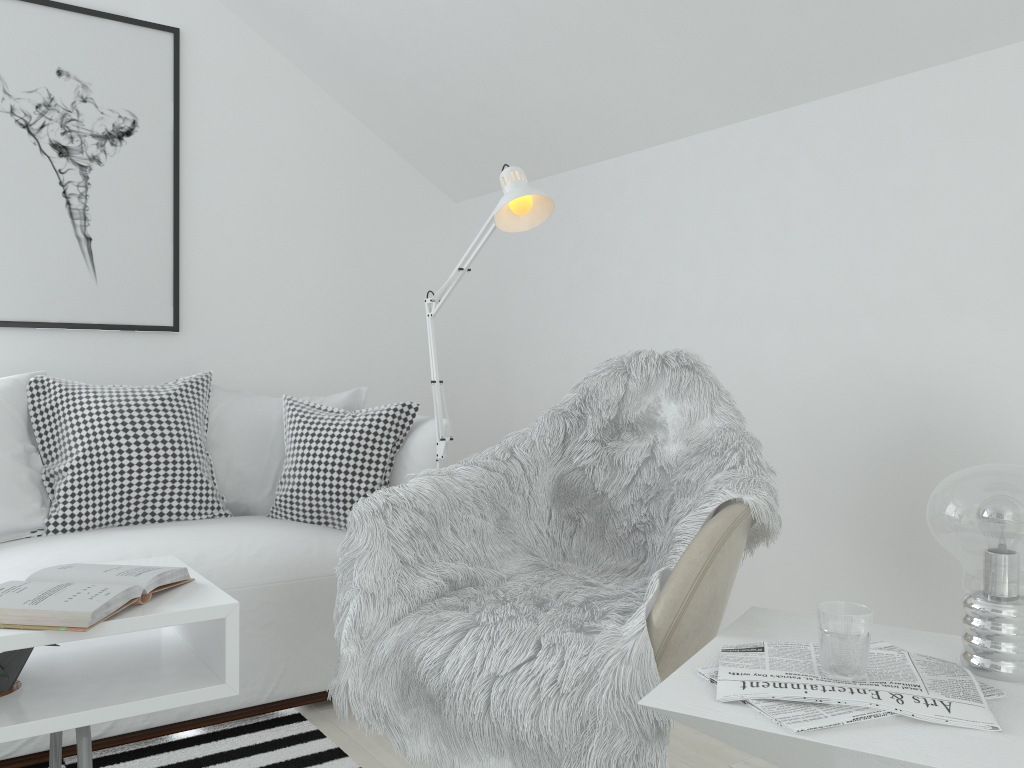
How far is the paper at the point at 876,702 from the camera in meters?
1.0 m

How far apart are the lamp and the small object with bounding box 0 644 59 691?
1.0 meters

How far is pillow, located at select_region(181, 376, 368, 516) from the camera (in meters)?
2.77

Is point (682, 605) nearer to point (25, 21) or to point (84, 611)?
point (84, 611)

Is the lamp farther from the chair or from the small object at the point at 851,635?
the small object at the point at 851,635

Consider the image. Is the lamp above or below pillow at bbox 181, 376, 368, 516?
above

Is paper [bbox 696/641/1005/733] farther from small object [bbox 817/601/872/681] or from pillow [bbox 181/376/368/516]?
pillow [bbox 181/376/368/516]

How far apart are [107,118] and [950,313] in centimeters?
268cm

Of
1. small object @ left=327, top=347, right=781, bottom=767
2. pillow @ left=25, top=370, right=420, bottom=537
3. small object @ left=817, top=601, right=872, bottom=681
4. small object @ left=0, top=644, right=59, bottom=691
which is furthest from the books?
small object @ left=817, top=601, right=872, bottom=681

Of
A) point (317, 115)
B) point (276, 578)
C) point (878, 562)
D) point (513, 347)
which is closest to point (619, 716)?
point (878, 562)
